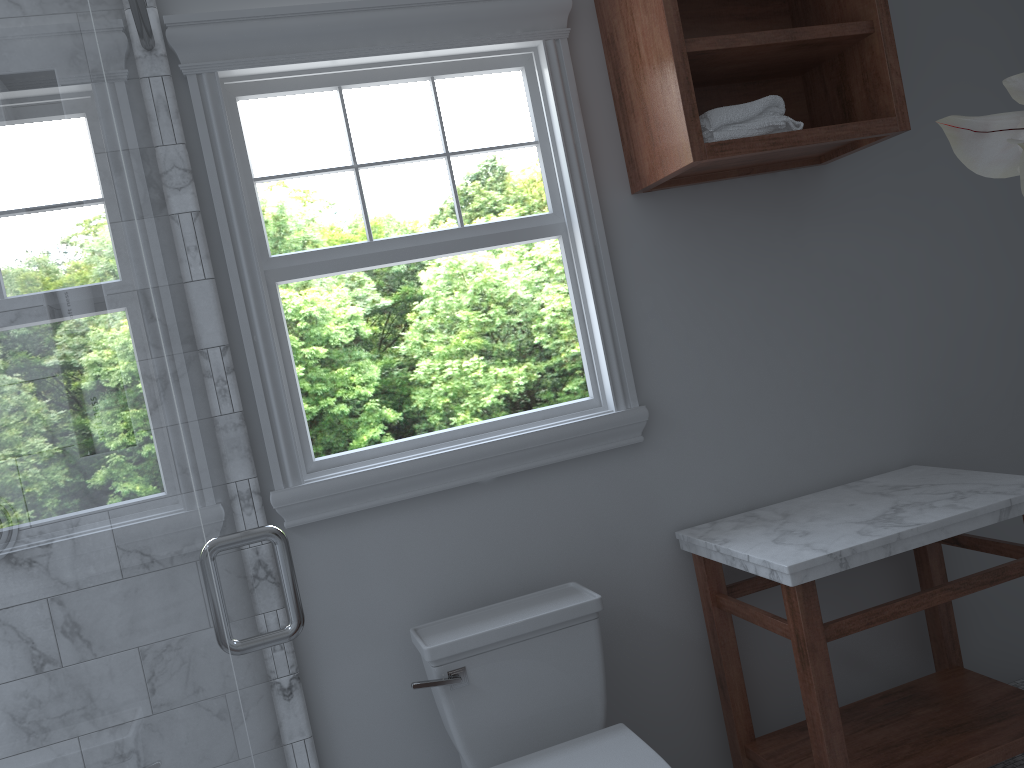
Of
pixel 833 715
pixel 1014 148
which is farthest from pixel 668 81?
pixel 1014 148

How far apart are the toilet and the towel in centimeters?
115cm

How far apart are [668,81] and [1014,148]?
1.92m

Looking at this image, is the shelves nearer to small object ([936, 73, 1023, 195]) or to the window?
the window

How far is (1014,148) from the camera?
0.4m

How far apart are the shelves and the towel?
0.02m

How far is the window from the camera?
2.2m

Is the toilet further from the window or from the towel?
the towel

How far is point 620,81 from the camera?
2.40m

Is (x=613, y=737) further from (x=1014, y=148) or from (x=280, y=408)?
(x=1014, y=148)
